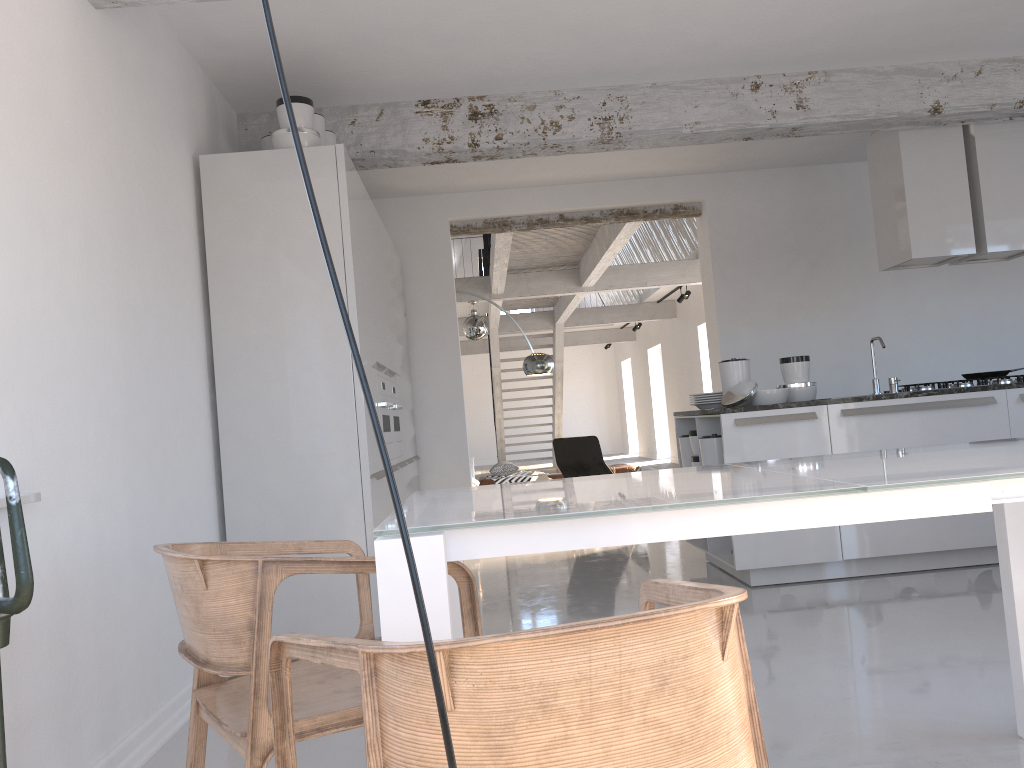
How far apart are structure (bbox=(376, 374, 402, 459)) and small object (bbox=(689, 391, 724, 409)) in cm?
187

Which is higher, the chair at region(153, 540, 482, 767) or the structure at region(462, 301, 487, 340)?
the structure at region(462, 301, 487, 340)

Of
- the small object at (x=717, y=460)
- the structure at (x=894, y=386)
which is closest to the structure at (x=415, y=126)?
the structure at (x=894, y=386)

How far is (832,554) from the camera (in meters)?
4.83

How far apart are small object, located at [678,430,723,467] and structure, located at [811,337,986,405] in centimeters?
105cm

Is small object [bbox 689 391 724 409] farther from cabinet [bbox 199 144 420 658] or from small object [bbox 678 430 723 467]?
cabinet [bbox 199 144 420 658]

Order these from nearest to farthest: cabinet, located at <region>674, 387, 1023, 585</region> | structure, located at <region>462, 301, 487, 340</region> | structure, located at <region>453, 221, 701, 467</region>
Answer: cabinet, located at <region>674, 387, 1023, 585</region> < structure, located at <region>453, 221, 701, 467</region> < structure, located at <region>462, 301, 487, 340</region>

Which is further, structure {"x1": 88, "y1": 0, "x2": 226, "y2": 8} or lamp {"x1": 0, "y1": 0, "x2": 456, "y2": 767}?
structure {"x1": 88, "y1": 0, "x2": 226, "y2": 8}

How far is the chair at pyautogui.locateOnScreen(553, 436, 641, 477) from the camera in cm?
834

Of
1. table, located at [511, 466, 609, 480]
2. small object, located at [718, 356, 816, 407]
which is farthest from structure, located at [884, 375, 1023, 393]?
table, located at [511, 466, 609, 480]
